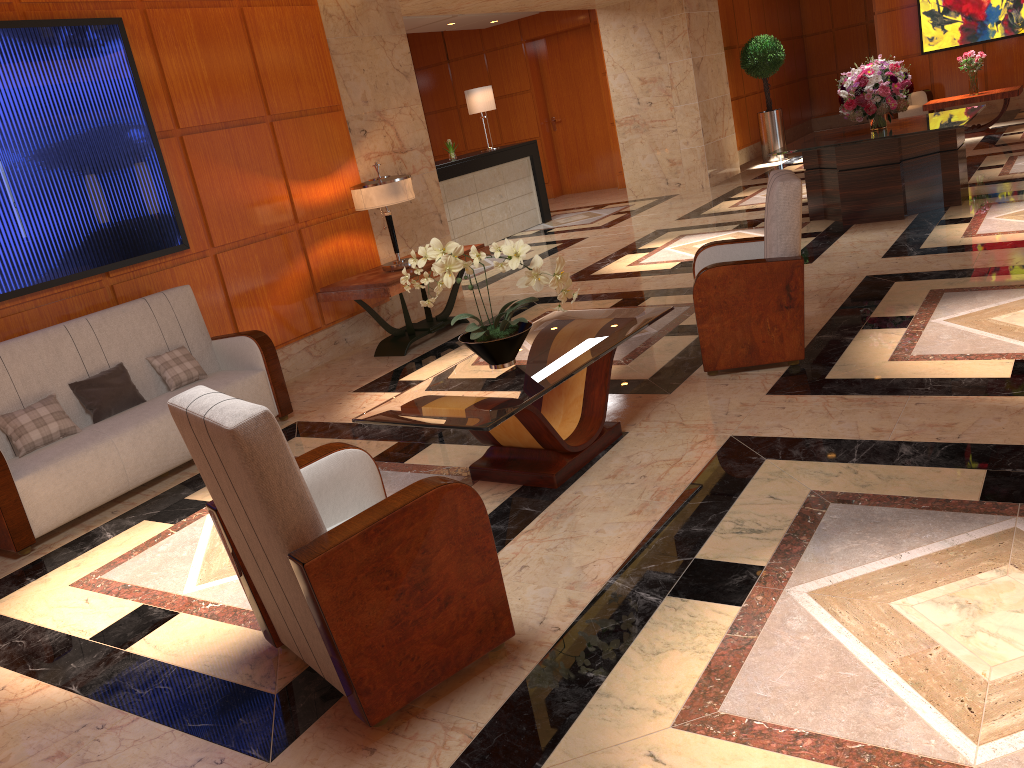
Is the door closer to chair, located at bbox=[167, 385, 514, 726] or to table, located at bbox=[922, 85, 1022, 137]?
table, located at bbox=[922, 85, 1022, 137]

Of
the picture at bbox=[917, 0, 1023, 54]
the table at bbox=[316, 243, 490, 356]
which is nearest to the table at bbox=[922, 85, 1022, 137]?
the picture at bbox=[917, 0, 1023, 54]

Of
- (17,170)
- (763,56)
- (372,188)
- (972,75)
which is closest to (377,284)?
(372,188)

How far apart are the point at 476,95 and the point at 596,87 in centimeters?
377cm

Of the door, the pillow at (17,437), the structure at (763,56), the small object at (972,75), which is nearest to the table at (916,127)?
the small object at (972,75)

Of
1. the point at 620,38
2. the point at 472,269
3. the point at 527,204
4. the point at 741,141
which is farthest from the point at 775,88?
the point at 472,269

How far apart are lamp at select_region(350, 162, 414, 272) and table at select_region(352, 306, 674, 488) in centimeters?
218cm

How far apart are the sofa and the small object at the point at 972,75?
10.89m

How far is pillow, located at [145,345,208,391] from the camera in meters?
5.2

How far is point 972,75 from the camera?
12.05m
